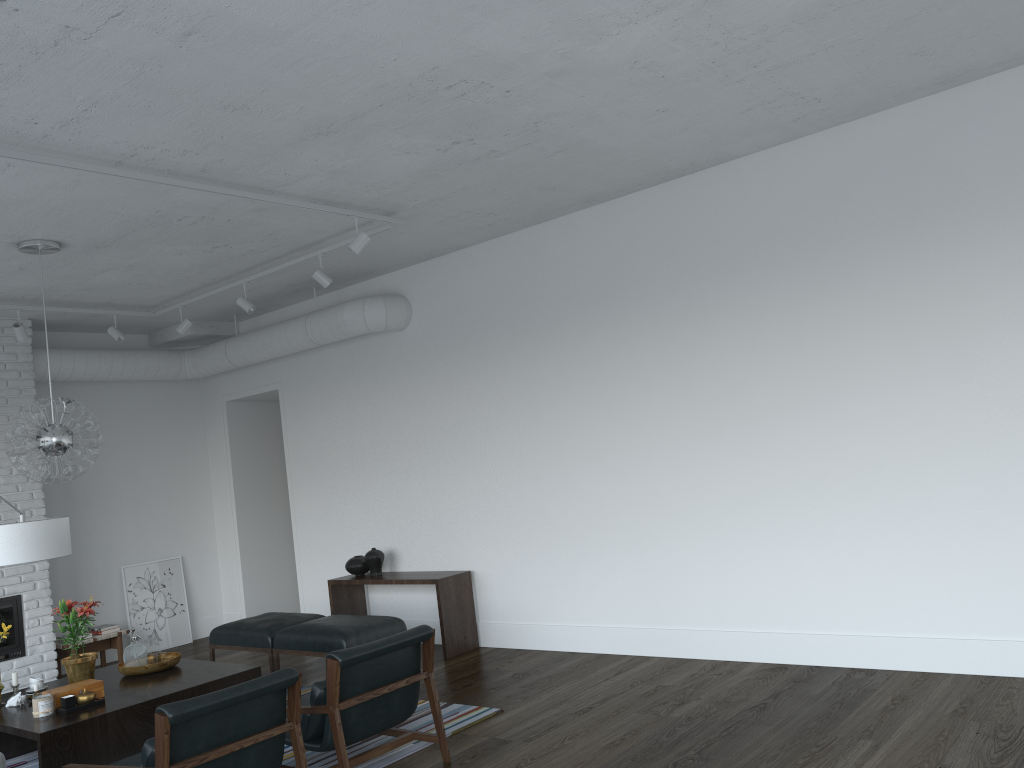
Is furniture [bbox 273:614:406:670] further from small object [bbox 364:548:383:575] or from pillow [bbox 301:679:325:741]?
pillow [bbox 301:679:325:741]

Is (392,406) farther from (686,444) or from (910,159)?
(910,159)

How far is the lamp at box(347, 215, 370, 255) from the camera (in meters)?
5.64

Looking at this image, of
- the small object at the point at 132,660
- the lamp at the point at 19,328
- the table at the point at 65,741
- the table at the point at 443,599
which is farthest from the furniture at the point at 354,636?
the lamp at the point at 19,328

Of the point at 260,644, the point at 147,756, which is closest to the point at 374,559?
the point at 260,644

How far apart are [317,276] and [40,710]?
3.3 meters

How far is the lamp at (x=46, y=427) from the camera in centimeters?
541cm

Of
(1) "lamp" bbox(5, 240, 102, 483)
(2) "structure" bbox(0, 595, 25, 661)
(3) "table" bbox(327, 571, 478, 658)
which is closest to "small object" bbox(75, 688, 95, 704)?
(1) "lamp" bbox(5, 240, 102, 483)

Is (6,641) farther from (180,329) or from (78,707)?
(78,707)

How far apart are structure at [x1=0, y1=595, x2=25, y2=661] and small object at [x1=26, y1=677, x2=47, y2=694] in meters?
2.4
